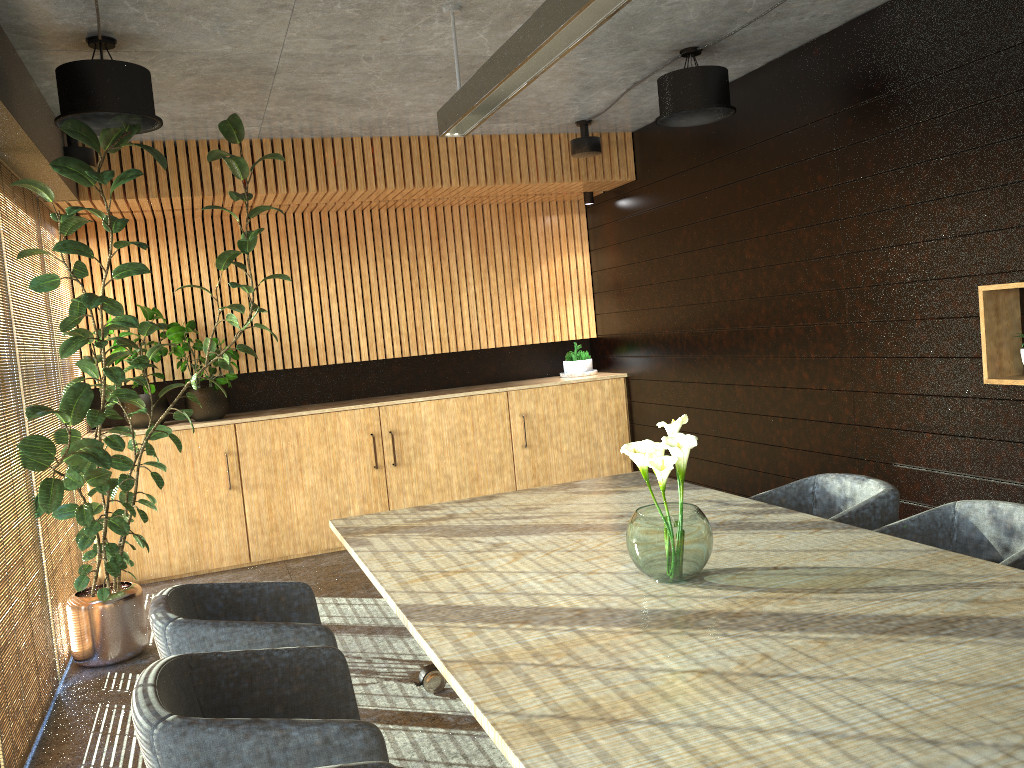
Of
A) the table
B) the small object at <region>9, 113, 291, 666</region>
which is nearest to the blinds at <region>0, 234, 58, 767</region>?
the small object at <region>9, 113, 291, 666</region>

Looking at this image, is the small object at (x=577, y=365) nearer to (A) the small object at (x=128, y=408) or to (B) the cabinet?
(B) the cabinet

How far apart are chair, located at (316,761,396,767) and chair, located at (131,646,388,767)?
0.2 meters

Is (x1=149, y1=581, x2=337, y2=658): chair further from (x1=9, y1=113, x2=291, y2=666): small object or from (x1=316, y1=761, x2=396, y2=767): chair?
(x1=9, y1=113, x2=291, y2=666): small object

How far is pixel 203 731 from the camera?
2.2m

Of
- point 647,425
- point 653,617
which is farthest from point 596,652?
point 647,425

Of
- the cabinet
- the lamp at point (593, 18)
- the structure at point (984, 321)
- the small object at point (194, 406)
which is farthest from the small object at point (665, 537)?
the small object at point (194, 406)

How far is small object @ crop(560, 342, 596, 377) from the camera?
8.9 meters

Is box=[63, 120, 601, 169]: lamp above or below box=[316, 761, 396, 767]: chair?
above

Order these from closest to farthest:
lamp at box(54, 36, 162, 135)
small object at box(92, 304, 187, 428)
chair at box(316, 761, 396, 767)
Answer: chair at box(316, 761, 396, 767), lamp at box(54, 36, 162, 135), small object at box(92, 304, 187, 428)
